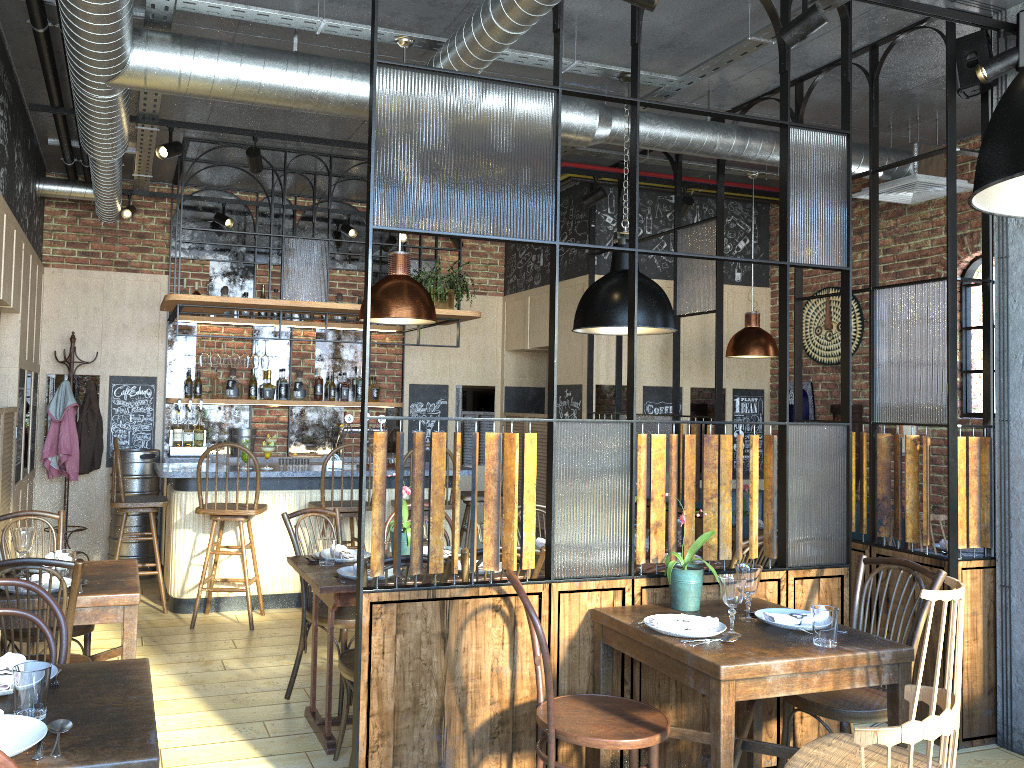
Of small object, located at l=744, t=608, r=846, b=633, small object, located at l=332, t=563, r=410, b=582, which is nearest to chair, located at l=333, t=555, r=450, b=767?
small object, located at l=332, t=563, r=410, b=582

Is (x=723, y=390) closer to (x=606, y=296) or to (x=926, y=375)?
(x=926, y=375)

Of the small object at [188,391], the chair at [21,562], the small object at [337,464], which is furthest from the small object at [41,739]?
the small object at [188,391]

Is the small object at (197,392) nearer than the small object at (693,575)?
No

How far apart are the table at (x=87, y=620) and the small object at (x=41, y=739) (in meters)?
1.36

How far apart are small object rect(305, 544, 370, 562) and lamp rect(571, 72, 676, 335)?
1.6 meters

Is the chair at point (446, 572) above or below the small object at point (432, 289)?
below

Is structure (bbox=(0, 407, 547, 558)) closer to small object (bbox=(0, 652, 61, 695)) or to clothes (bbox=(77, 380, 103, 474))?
clothes (bbox=(77, 380, 103, 474))

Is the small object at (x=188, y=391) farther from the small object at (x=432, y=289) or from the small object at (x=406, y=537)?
the small object at (x=406, y=537)

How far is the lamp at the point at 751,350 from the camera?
6.36m
